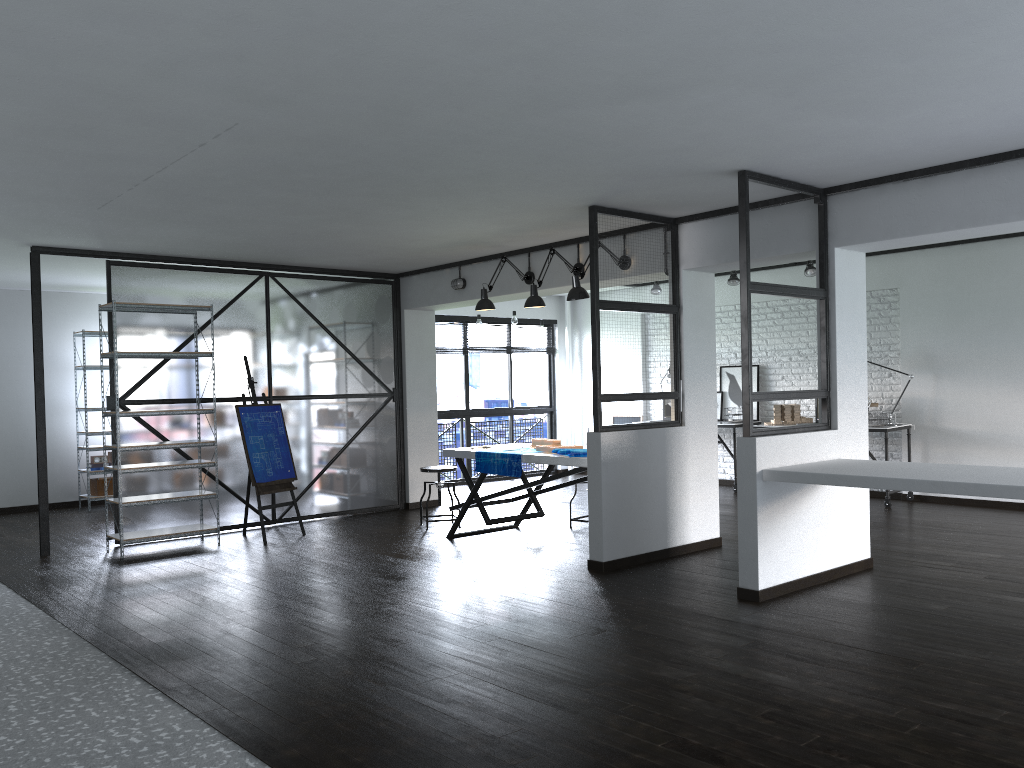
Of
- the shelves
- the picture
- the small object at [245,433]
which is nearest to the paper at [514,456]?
the small object at [245,433]

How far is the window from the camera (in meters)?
10.67

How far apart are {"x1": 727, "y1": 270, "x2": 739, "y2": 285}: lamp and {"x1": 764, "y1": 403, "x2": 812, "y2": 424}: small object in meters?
1.4

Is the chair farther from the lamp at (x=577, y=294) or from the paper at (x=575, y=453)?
the lamp at (x=577, y=294)

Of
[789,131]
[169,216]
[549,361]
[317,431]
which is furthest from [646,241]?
[549,361]

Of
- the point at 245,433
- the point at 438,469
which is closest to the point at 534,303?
the point at 438,469

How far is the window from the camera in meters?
10.7 m

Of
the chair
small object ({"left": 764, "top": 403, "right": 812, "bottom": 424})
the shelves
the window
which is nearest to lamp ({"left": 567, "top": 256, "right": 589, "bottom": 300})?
the chair

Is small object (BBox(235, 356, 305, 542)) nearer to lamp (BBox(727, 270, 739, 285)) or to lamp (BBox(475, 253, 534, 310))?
lamp (BBox(475, 253, 534, 310))

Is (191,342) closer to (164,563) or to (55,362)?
(164,563)
